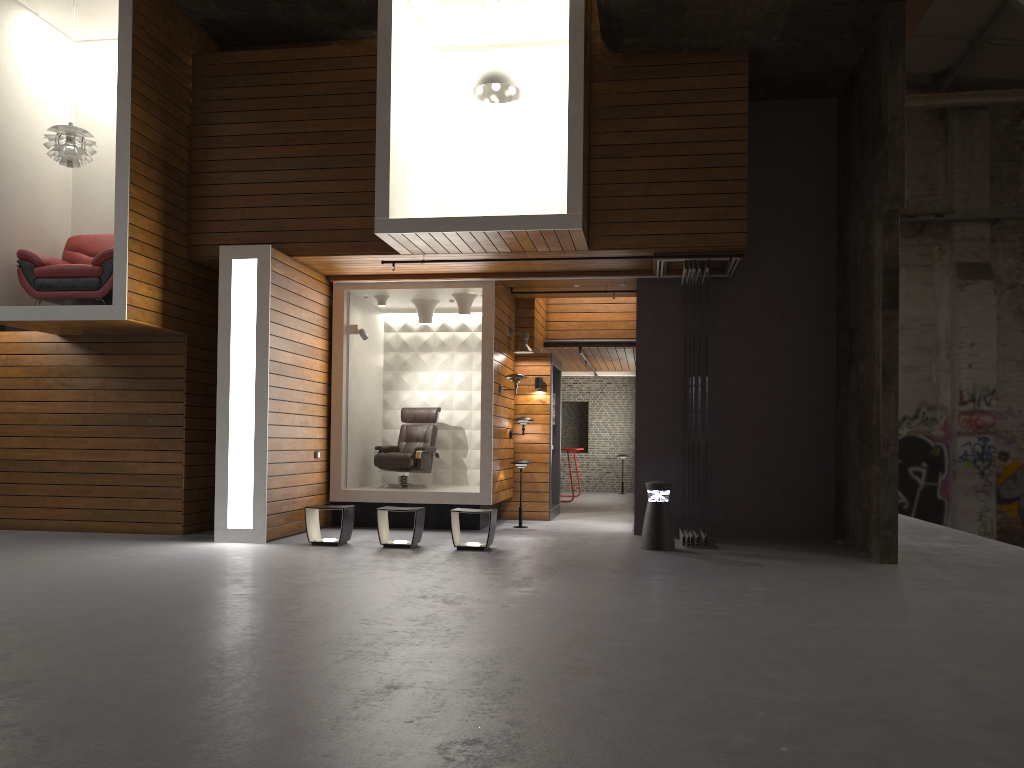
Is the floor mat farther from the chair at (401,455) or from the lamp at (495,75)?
the lamp at (495,75)

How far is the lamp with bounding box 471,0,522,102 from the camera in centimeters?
900cm

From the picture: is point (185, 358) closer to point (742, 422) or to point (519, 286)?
point (519, 286)

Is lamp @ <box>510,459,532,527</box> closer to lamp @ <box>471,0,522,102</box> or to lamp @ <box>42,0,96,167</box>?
lamp @ <box>471,0,522,102</box>

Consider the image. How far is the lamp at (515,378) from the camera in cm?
1095

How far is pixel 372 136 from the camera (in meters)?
9.66

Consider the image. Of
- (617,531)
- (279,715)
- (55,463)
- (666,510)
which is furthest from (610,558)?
(55,463)

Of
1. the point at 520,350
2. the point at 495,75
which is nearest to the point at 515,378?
the point at 520,350

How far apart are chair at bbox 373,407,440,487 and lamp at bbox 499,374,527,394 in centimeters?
145cm

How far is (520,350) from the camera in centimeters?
1165cm
